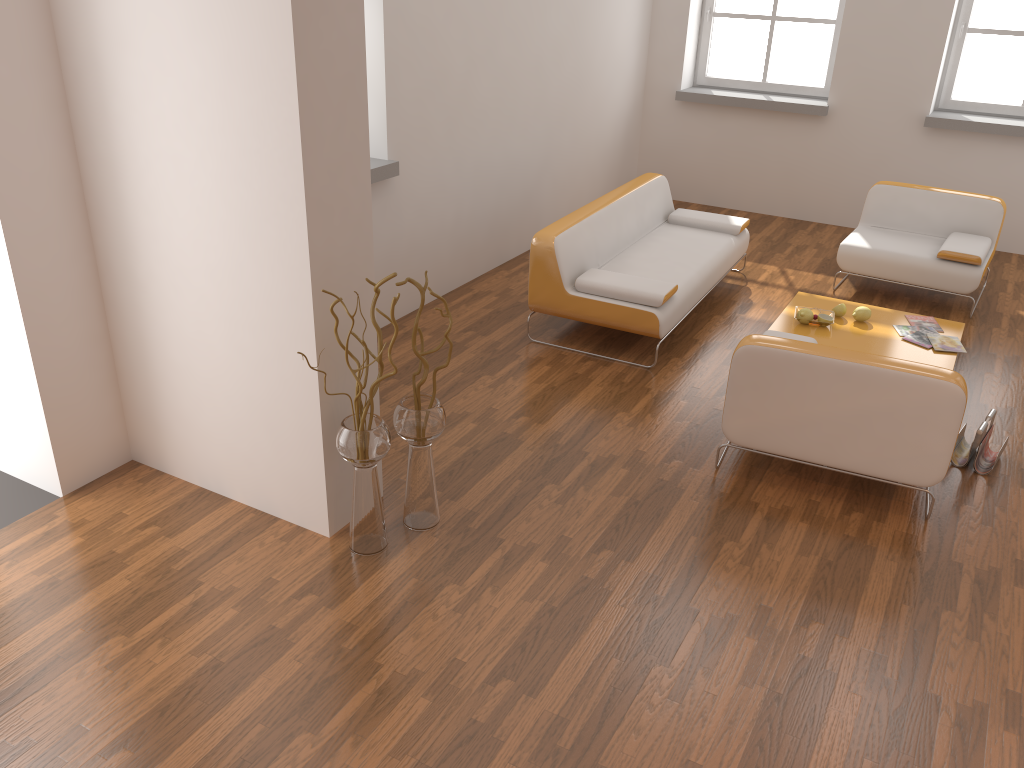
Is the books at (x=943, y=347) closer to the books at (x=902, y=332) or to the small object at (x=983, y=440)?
the books at (x=902, y=332)

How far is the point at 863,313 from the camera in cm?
528

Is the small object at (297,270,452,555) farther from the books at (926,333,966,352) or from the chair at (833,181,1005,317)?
the chair at (833,181,1005,317)

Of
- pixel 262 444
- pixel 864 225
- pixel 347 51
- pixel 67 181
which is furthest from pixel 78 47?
pixel 864 225

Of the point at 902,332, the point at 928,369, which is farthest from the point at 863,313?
the point at 928,369

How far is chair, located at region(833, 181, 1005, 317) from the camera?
5.8m

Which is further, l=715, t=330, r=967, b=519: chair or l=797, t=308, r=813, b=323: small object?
l=797, t=308, r=813, b=323: small object

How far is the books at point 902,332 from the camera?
5.2 meters

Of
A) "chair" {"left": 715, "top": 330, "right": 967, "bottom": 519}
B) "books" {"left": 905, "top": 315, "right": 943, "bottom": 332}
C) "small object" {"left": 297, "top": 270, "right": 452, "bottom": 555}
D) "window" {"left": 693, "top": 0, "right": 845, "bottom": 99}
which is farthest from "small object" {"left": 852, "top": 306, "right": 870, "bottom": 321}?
"window" {"left": 693, "top": 0, "right": 845, "bottom": 99}

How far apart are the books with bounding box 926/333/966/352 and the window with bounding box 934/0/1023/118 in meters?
3.2
